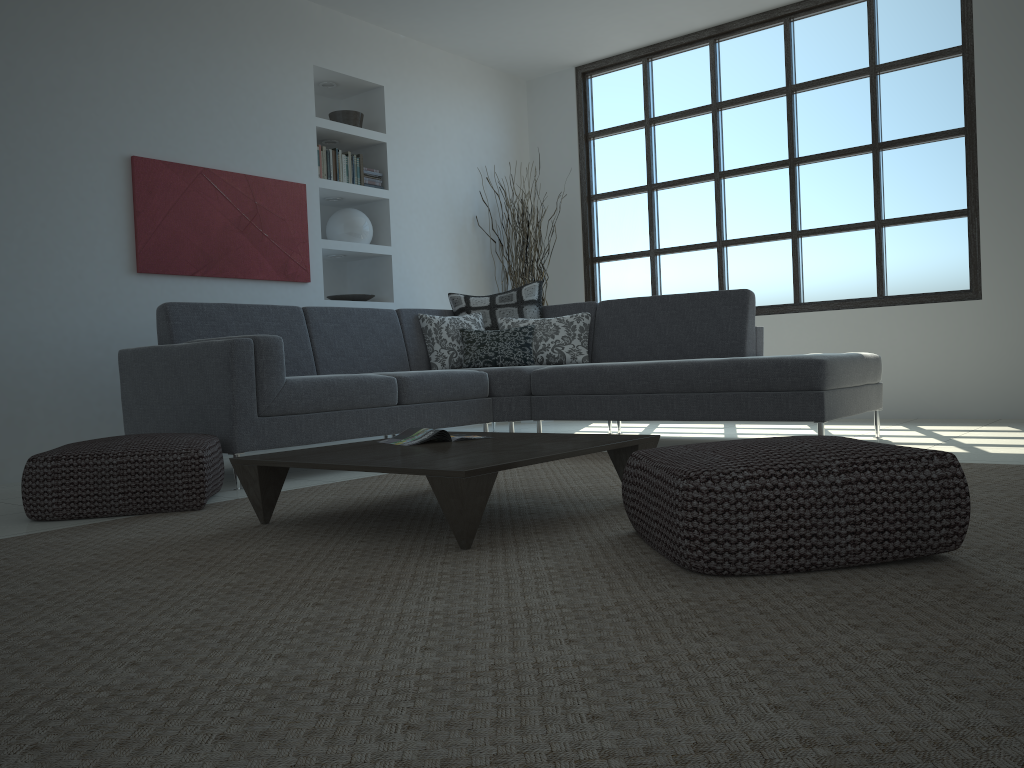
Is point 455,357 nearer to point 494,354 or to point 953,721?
point 494,354

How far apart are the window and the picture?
2.6m

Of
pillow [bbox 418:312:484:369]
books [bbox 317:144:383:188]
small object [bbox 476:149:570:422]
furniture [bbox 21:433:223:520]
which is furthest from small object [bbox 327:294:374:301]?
furniture [bbox 21:433:223:520]

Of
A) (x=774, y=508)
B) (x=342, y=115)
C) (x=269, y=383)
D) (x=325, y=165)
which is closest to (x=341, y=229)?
(x=325, y=165)

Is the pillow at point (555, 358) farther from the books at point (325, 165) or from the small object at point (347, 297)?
the books at point (325, 165)

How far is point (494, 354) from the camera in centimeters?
546cm

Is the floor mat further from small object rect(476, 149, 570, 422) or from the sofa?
small object rect(476, 149, 570, 422)

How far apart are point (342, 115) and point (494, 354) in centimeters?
225cm

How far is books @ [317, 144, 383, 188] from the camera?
6.10m

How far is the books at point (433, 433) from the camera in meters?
3.1 m
